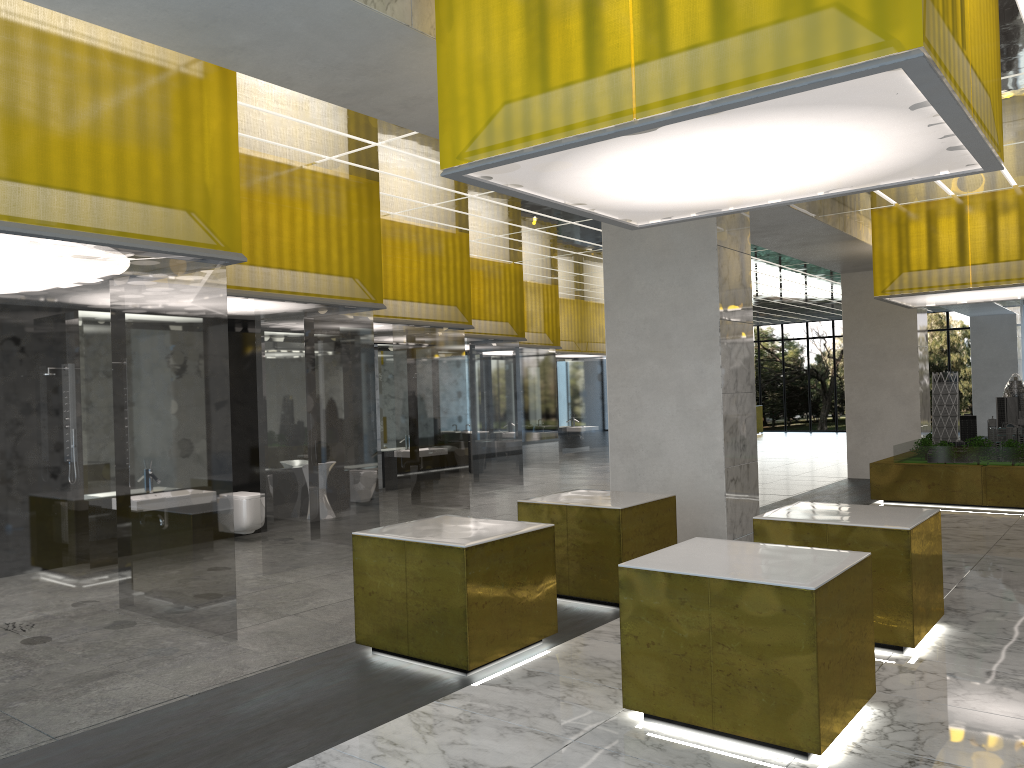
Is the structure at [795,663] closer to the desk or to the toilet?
the toilet

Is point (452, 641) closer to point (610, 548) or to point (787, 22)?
point (610, 548)

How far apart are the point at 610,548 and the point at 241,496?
6.77m

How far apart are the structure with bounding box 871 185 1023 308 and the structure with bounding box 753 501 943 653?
10.21m

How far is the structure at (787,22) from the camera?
5.33m

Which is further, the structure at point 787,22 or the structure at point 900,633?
the structure at point 900,633

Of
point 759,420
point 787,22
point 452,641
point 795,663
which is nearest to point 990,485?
point 795,663

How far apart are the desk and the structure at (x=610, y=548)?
39.66m

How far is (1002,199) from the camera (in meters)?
17.48

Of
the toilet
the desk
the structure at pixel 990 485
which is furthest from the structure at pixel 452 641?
the desk
